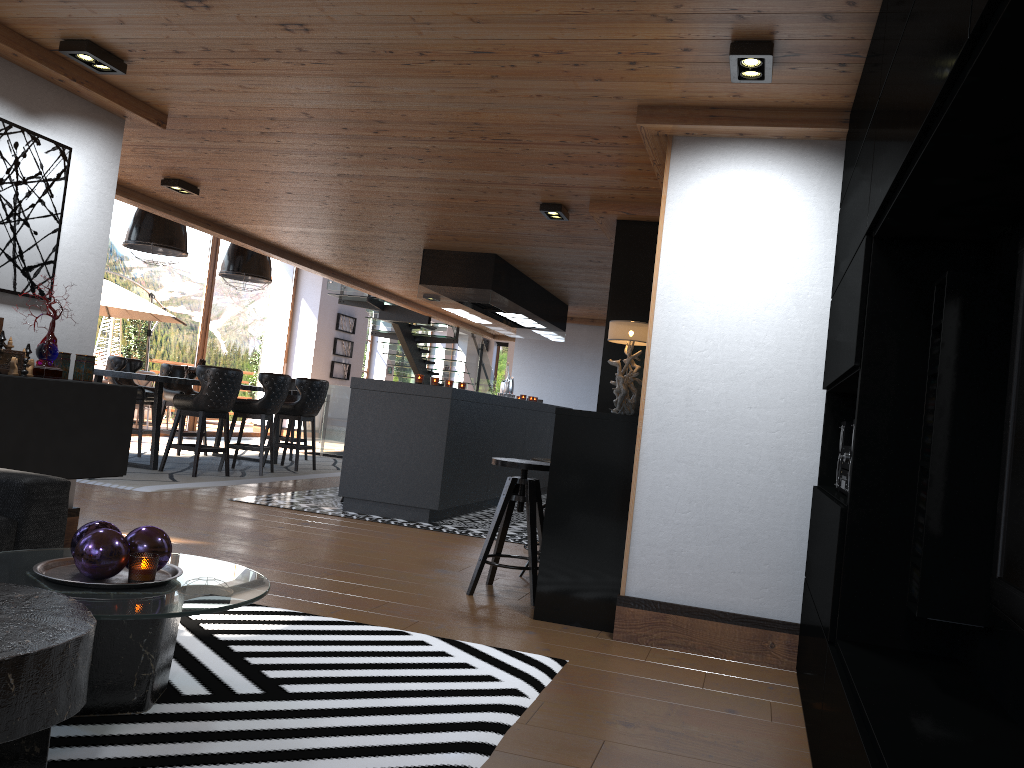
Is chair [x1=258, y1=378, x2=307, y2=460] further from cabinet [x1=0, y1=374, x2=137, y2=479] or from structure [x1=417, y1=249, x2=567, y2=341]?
cabinet [x1=0, y1=374, x2=137, y2=479]

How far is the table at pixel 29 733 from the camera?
1.77m

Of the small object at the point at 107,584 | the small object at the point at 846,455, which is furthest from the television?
the small object at the point at 107,584

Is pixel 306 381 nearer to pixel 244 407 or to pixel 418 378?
pixel 244 407

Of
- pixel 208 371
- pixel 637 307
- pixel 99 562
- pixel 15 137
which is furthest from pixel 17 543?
pixel 208 371

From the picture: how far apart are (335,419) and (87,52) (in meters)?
9.77

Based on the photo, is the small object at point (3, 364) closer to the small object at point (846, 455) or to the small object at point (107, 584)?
the small object at point (107, 584)

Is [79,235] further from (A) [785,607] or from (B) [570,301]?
(B) [570,301]

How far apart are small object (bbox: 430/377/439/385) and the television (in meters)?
6.08

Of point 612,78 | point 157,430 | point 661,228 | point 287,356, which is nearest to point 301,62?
point 612,78
